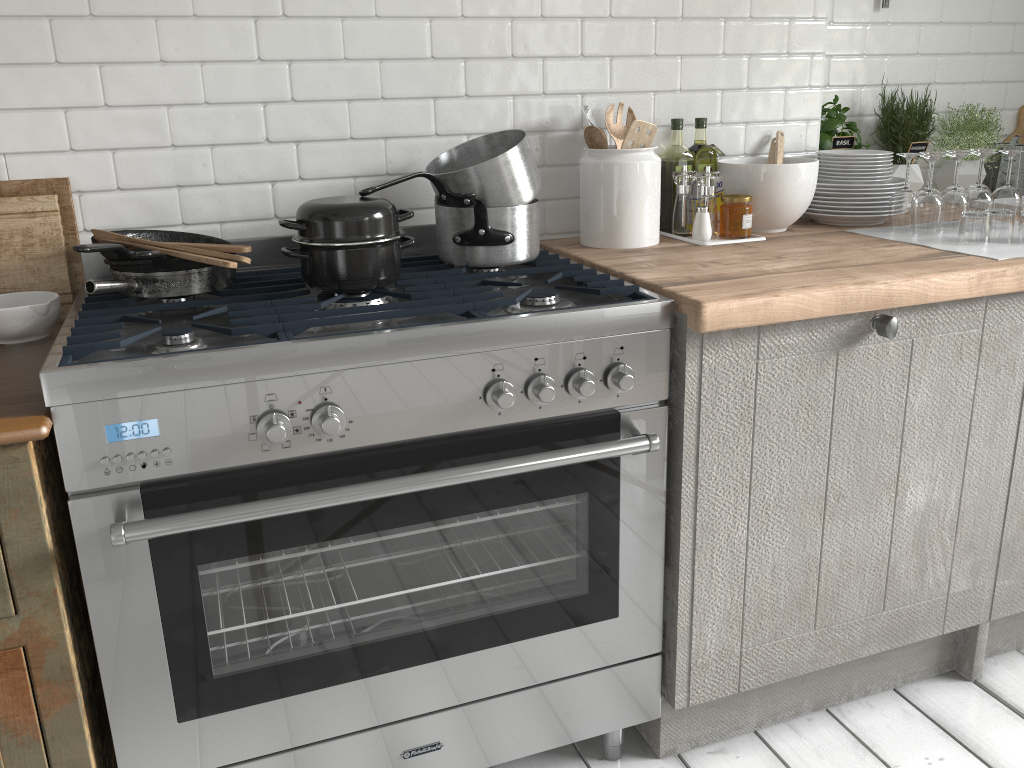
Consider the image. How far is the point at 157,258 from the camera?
2.1 meters

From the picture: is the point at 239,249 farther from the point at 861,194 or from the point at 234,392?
the point at 861,194

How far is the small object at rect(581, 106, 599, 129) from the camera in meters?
2.7

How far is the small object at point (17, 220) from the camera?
2.3 meters

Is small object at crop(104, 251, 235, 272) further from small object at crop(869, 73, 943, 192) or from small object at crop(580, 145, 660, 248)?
small object at crop(869, 73, 943, 192)

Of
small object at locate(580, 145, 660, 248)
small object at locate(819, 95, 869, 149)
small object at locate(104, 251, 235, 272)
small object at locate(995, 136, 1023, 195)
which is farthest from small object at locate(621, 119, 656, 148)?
small object at locate(995, 136, 1023, 195)

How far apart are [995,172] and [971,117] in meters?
0.3

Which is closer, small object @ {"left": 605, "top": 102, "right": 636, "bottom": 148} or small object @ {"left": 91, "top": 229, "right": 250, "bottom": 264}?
small object @ {"left": 91, "top": 229, "right": 250, "bottom": 264}

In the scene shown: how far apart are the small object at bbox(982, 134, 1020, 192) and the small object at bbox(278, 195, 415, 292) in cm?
262

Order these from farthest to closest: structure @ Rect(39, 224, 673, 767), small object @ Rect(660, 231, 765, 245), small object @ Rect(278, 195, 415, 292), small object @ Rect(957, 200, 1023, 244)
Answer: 1. small object @ Rect(660, 231, 765, 245)
2. small object @ Rect(957, 200, 1023, 244)
3. small object @ Rect(278, 195, 415, 292)
4. structure @ Rect(39, 224, 673, 767)
